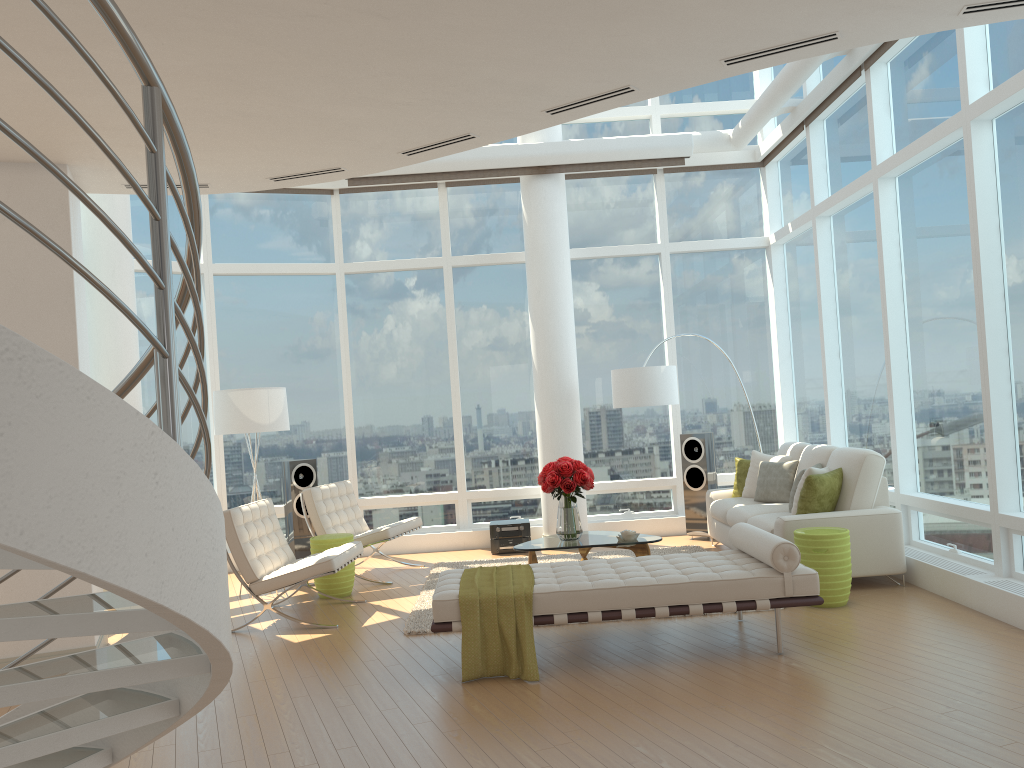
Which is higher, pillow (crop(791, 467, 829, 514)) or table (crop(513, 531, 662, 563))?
pillow (crop(791, 467, 829, 514))

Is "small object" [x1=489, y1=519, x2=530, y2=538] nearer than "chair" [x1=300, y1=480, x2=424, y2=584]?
No

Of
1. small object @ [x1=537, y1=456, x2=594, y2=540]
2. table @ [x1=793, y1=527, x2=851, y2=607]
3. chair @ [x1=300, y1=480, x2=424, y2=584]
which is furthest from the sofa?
chair @ [x1=300, y1=480, x2=424, y2=584]

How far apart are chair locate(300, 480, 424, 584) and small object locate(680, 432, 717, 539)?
3.0 meters

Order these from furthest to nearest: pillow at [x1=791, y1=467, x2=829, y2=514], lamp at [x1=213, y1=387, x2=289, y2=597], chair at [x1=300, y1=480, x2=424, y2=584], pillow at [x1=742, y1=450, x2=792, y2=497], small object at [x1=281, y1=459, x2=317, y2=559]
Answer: small object at [x1=281, y1=459, x2=317, y2=559] → pillow at [x1=742, y1=450, x2=792, y2=497] → chair at [x1=300, y1=480, x2=424, y2=584] → lamp at [x1=213, y1=387, x2=289, y2=597] → pillow at [x1=791, y1=467, x2=829, y2=514]

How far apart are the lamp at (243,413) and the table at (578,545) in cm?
249

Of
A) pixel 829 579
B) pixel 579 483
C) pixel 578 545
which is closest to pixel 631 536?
pixel 578 545

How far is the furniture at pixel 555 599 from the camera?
5.1 meters

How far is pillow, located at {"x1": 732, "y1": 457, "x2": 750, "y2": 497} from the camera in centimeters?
894cm

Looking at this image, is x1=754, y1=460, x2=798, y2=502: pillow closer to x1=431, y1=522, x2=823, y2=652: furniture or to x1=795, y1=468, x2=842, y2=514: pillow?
x1=795, y1=468, x2=842, y2=514: pillow
